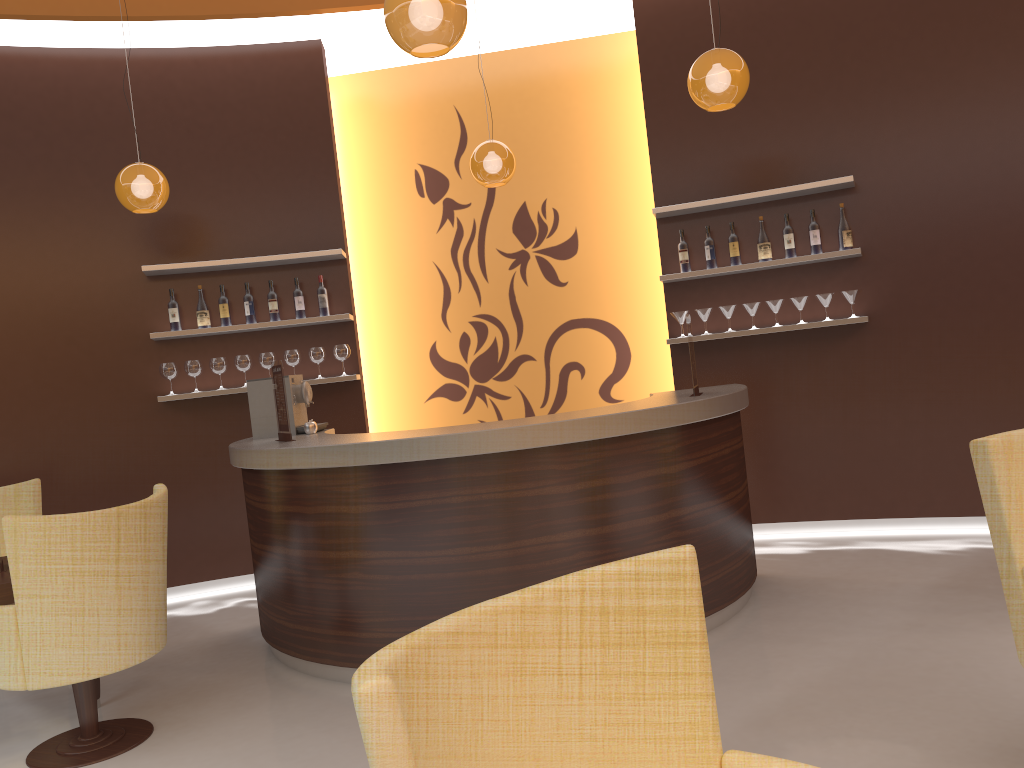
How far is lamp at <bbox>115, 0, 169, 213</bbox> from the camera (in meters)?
5.09

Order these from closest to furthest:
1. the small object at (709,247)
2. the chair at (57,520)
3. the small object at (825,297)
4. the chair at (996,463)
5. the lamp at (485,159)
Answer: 1. the chair at (996,463)
2. the chair at (57,520)
3. the lamp at (485,159)
4. the small object at (825,297)
5. the small object at (709,247)

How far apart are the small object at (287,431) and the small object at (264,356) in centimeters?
153cm

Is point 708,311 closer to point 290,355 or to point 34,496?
point 290,355

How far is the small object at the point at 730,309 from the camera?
5.8m

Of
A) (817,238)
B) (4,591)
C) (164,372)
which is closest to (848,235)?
(817,238)

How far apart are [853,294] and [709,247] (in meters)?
0.95

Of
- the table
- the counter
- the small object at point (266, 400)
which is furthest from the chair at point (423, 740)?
the small object at point (266, 400)

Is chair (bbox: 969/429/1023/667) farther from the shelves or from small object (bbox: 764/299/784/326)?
small object (bbox: 764/299/784/326)

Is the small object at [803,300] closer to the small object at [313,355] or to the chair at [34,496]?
the small object at [313,355]
